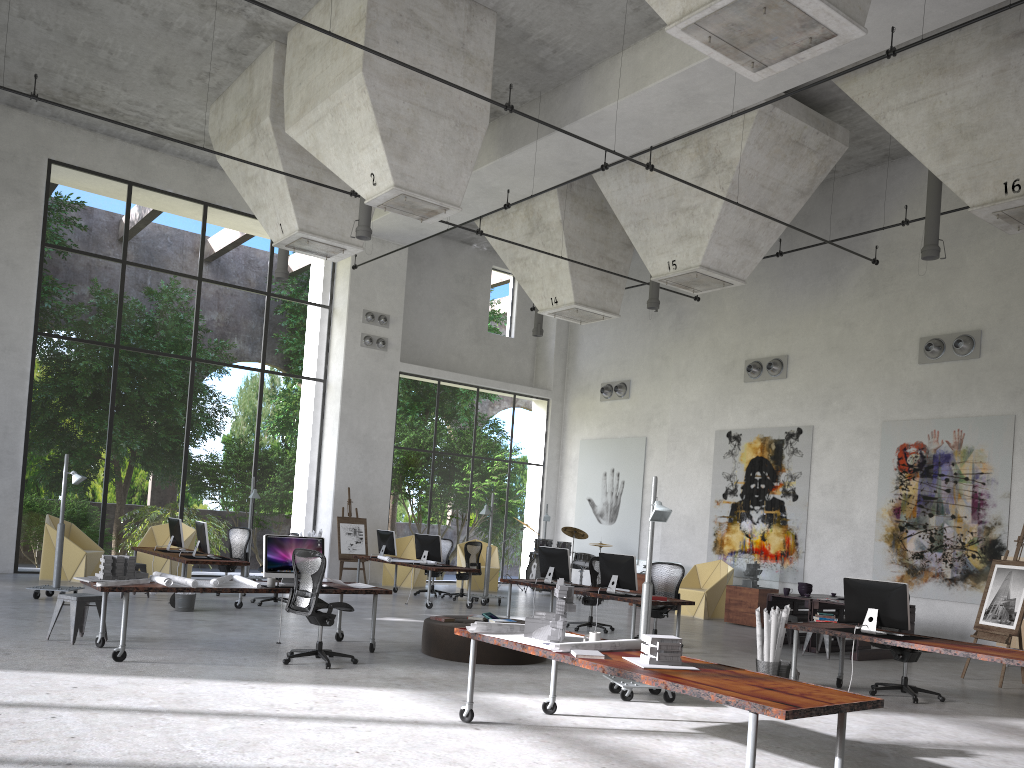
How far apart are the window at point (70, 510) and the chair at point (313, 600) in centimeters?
981cm

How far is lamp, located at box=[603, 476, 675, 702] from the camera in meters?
8.0 m

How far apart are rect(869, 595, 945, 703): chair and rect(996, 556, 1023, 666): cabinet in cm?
416

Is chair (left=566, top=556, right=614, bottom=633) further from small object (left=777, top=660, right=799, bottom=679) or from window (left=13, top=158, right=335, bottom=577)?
window (left=13, top=158, right=335, bottom=577)

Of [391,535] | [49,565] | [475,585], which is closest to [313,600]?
[391,535]

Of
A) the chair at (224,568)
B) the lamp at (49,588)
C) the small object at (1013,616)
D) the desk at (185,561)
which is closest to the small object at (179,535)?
the desk at (185,561)

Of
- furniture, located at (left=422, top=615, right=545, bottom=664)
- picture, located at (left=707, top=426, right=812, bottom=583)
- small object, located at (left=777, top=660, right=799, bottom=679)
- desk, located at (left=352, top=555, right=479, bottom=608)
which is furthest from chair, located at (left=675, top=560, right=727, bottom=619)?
furniture, located at (left=422, top=615, right=545, bottom=664)

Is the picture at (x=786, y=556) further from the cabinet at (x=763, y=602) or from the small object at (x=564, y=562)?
the small object at (x=564, y=562)

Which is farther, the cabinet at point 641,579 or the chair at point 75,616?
the cabinet at point 641,579

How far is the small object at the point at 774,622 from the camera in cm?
920
